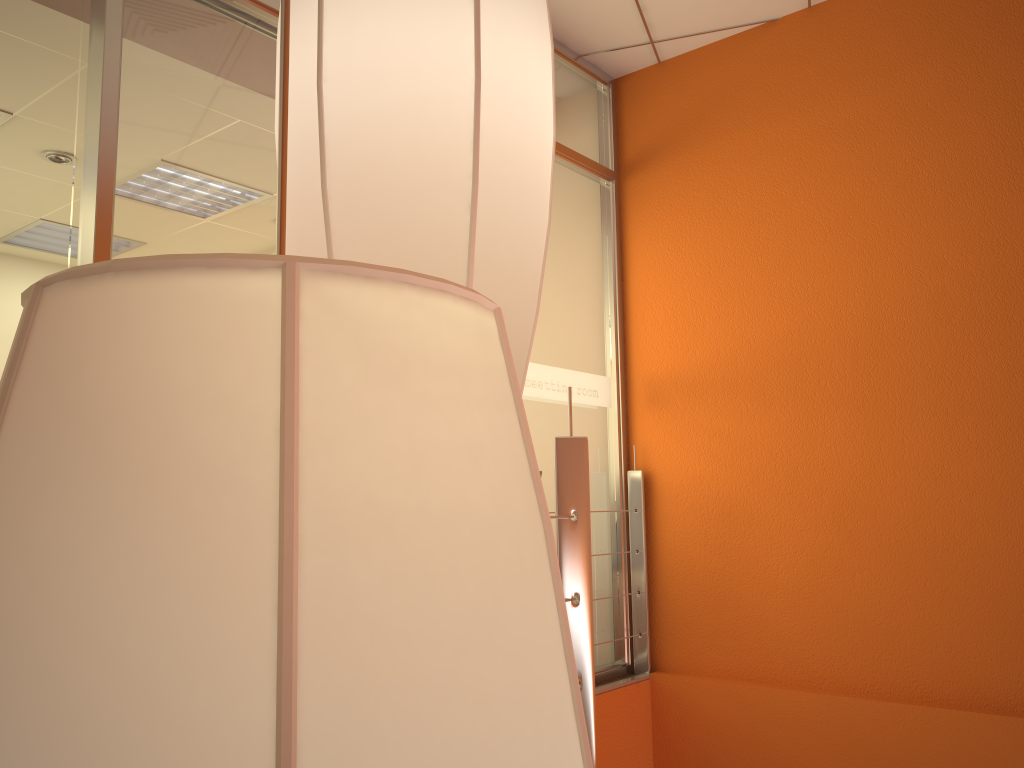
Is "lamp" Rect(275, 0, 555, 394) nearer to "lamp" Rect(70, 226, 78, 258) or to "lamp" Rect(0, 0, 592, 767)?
"lamp" Rect(0, 0, 592, 767)

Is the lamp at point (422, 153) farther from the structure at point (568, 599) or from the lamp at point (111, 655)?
the structure at point (568, 599)

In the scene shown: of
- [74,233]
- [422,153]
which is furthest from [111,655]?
[74,233]

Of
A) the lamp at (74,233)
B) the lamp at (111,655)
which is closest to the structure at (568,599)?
the lamp at (111,655)

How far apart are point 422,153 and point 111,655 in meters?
0.4

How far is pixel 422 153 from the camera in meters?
0.5

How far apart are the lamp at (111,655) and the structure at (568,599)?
1.5m

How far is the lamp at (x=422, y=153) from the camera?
0.5 meters

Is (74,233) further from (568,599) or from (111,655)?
(111,655)

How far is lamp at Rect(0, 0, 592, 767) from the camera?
0.2 meters
